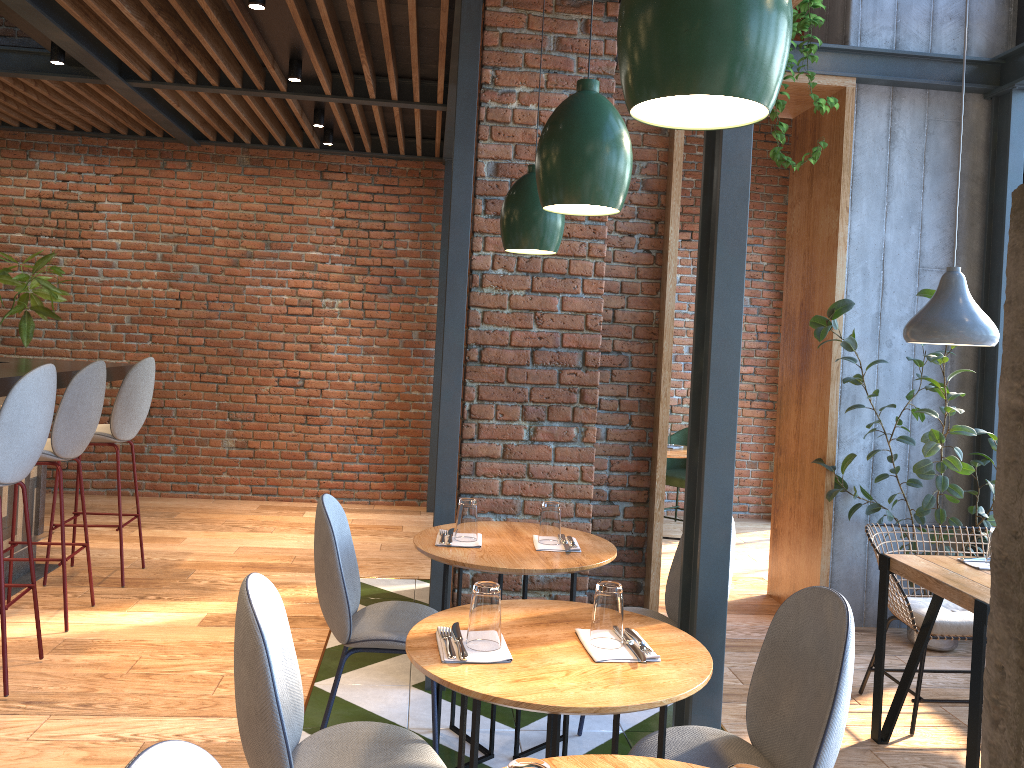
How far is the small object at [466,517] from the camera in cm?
302

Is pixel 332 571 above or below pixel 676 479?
above

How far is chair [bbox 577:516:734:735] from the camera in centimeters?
329cm

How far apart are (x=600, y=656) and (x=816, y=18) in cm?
324

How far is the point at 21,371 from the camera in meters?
4.1

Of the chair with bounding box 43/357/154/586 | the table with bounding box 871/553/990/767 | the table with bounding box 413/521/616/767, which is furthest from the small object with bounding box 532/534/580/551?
the chair with bounding box 43/357/154/586

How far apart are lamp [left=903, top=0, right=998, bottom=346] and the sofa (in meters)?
0.95

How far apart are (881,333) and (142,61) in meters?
4.6 m

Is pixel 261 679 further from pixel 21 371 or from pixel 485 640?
pixel 21 371

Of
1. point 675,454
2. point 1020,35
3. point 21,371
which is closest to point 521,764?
point 21,371
